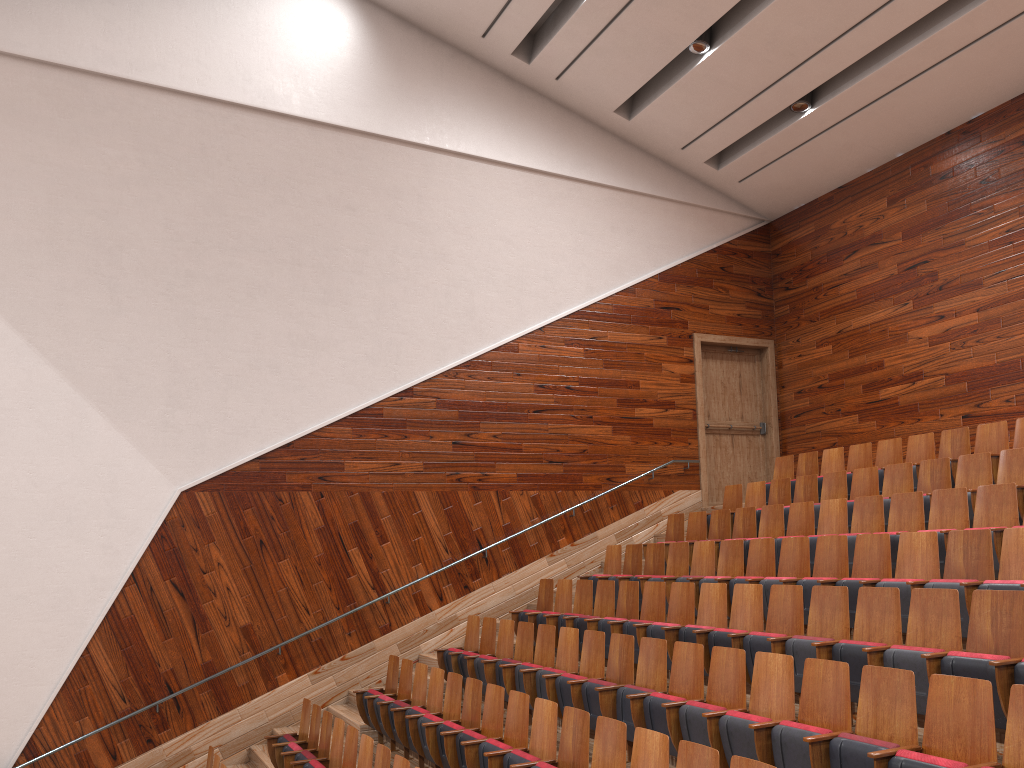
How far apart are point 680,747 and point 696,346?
0.85m

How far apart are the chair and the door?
0.14m

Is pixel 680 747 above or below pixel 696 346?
below

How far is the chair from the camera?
0.4m

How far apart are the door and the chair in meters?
0.1 m

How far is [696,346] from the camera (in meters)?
1.21

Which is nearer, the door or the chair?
the chair

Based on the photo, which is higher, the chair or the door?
the door

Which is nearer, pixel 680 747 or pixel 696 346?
pixel 680 747

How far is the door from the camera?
1.21m
